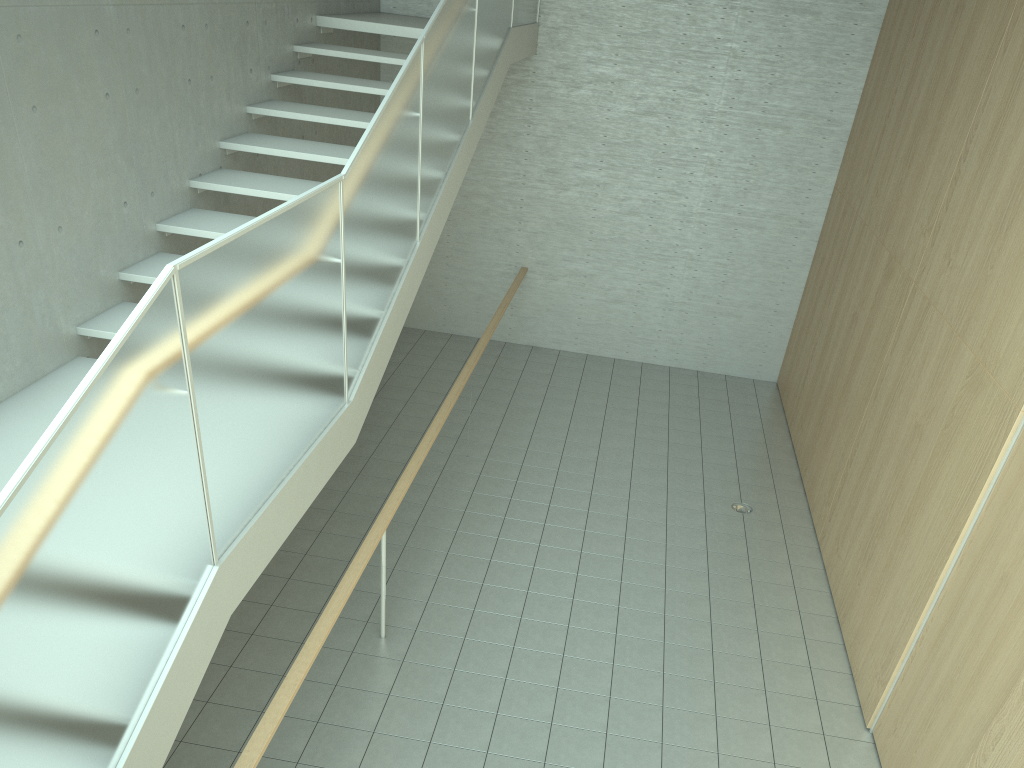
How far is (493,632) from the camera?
5.36m

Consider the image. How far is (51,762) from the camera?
2.10m

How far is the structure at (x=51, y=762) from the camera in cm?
210

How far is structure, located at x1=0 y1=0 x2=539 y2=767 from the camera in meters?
2.1 m
